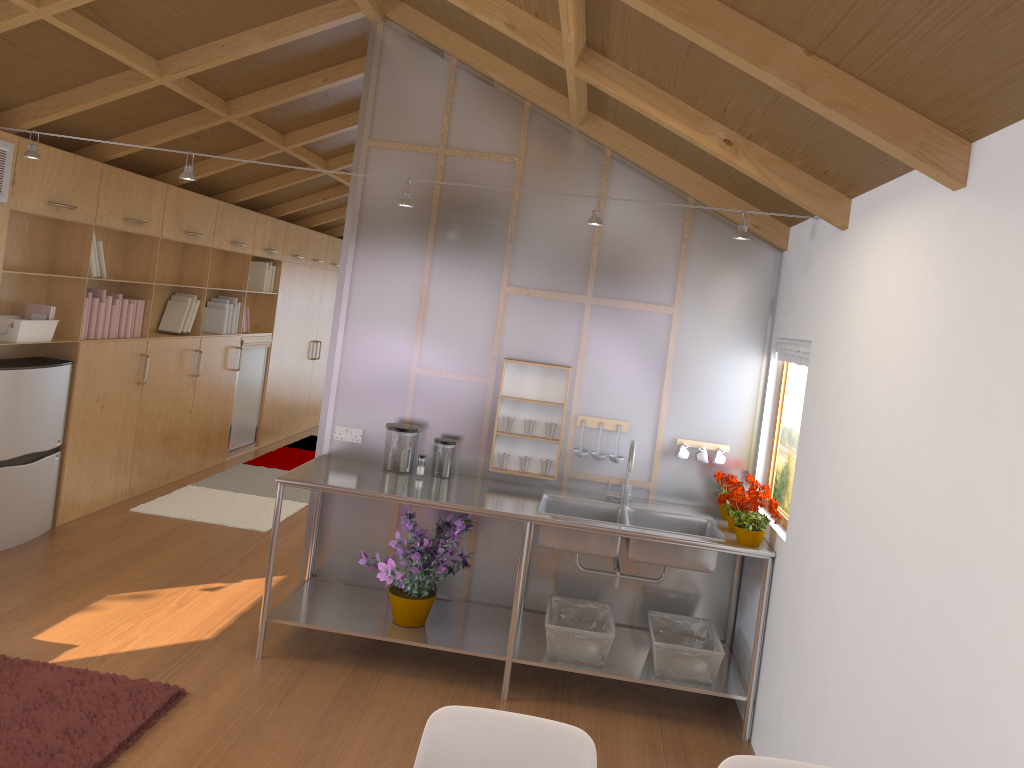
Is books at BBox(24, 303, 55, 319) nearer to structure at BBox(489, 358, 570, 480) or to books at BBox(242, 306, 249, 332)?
structure at BBox(489, 358, 570, 480)

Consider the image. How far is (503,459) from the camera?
4.3 meters

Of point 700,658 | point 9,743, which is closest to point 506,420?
point 700,658

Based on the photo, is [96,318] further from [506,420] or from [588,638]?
[588,638]

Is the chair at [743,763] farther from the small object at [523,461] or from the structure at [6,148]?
the structure at [6,148]

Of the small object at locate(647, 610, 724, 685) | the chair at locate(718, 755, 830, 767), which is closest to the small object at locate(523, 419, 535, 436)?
the small object at locate(647, 610, 724, 685)

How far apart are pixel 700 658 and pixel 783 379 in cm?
133

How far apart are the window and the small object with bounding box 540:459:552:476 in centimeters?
105cm

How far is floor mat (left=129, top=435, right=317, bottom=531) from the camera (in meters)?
5.95

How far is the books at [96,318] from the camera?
5.4m
